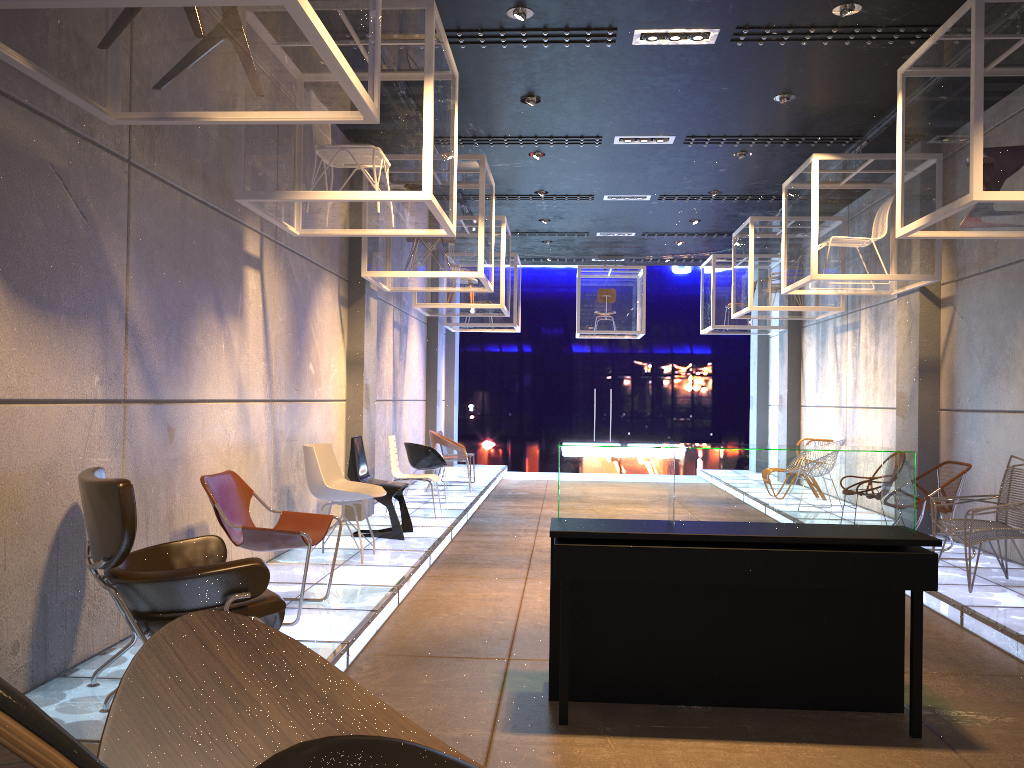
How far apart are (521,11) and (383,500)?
4.2 meters

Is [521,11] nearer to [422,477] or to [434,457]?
[422,477]

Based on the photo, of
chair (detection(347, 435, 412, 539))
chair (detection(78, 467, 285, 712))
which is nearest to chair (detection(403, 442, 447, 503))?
chair (detection(347, 435, 412, 539))

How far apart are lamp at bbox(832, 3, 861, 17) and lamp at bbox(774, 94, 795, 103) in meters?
1.7

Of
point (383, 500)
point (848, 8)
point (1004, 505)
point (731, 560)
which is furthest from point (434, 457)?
point (731, 560)

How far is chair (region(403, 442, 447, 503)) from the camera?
10.71m

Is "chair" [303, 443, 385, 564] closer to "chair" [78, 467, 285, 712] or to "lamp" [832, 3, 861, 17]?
"chair" [78, 467, 285, 712]

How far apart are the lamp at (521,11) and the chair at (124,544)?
4.0m

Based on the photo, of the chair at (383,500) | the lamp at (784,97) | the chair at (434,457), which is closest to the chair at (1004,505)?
the lamp at (784,97)

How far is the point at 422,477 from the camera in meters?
9.4 m
